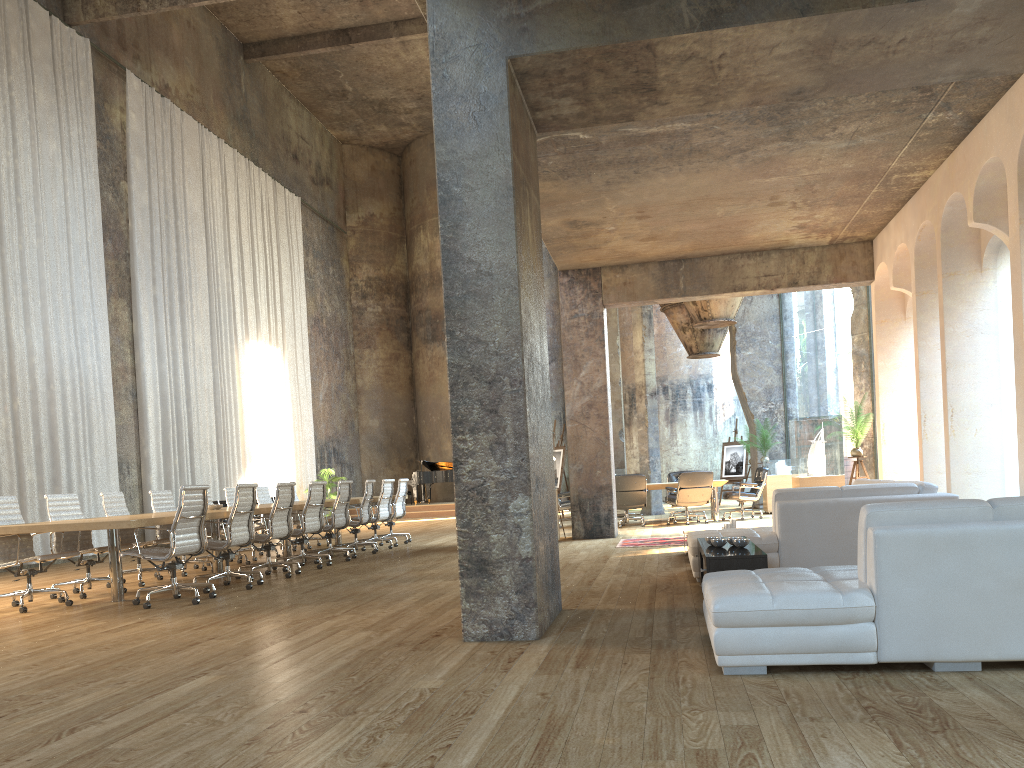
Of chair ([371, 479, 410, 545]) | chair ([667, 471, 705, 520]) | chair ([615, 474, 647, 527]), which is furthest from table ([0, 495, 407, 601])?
chair ([667, 471, 705, 520])

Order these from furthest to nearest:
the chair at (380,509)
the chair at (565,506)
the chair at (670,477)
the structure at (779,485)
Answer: the chair at (670,477) → the structure at (779,485) → the chair at (565,506) → the chair at (380,509)

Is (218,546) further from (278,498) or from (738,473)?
(738,473)

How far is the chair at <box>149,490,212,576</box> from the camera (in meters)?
10.32

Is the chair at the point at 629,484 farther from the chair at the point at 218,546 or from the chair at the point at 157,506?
the chair at the point at 218,546

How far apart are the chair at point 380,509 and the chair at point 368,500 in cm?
36

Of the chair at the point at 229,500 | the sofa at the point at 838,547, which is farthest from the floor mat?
the chair at the point at 229,500

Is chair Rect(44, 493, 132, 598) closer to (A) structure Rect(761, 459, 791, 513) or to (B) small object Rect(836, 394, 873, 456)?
(A) structure Rect(761, 459, 791, 513)

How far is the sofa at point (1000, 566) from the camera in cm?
361

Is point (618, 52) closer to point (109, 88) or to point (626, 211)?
point (626, 211)
